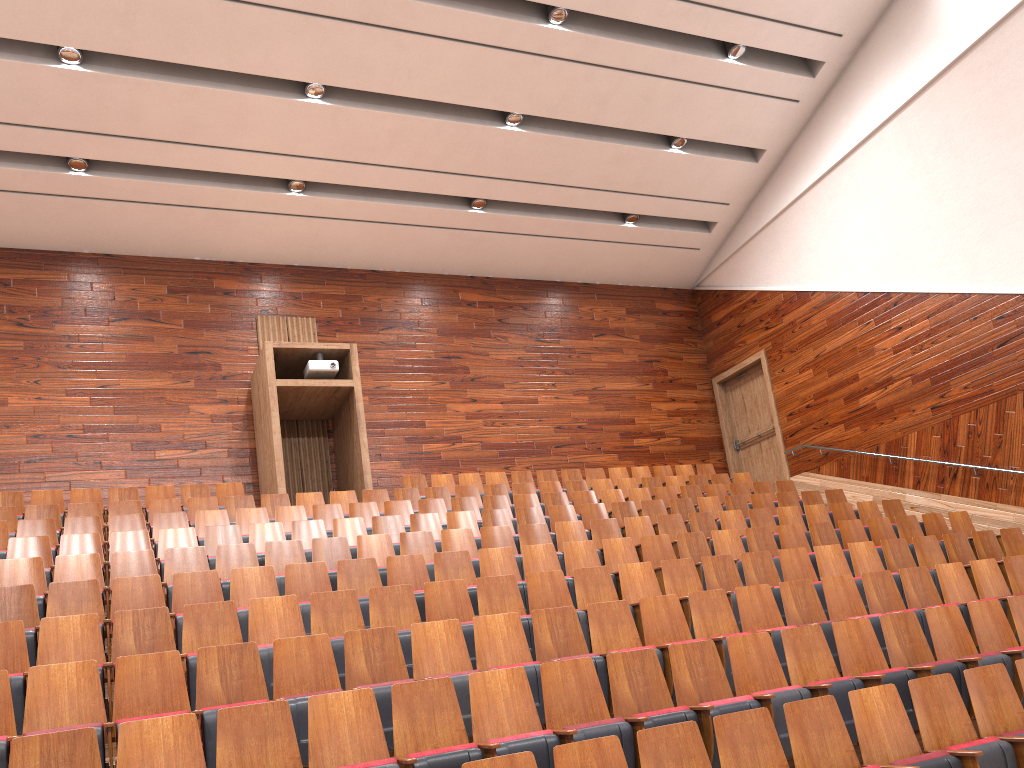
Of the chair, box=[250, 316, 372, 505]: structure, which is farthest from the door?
box=[250, 316, 372, 505]: structure

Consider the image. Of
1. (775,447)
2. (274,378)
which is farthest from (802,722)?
(775,447)

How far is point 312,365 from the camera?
1.1 meters

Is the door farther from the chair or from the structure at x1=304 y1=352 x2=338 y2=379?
the structure at x1=304 y1=352 x2=338 y2=379

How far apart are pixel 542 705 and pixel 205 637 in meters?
0.2

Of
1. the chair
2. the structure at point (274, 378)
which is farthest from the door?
the structure at point (274, 378)

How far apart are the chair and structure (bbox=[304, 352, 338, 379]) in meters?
0.2 m

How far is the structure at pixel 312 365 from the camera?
1.1 meters

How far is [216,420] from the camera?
1.2m

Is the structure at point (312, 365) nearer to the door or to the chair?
the chair
